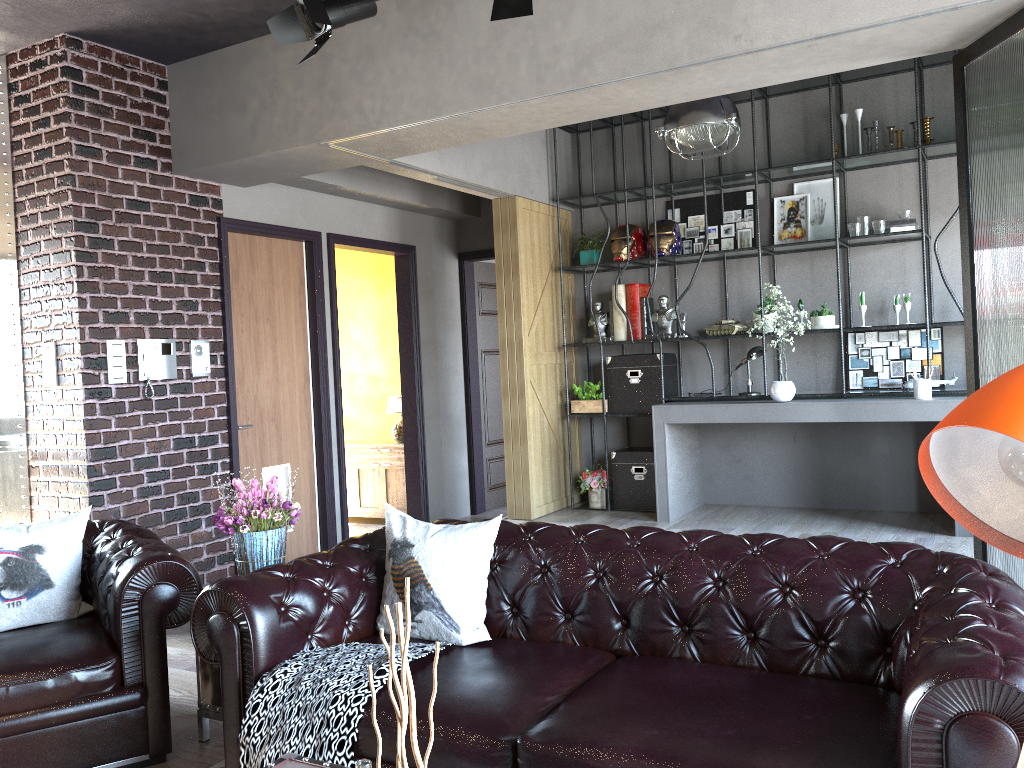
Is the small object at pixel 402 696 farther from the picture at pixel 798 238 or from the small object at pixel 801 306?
the picture at pixel 798 238

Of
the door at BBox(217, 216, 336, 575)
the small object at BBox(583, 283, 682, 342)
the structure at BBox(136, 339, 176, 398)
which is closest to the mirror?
the structure at BBox(136, 339, 176, 398)

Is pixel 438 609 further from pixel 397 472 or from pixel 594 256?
pixel 397 472

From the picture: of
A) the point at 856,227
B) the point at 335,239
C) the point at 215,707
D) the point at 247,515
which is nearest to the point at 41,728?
the point at 215,707

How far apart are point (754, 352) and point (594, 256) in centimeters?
159cm

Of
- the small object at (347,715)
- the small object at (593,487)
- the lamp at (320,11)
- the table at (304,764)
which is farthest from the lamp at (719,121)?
the table at (304,764)

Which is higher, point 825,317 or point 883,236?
point 883,236

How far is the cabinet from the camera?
8.2 meters

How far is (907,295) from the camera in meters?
6.2 m

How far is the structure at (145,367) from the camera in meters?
5.4 m
